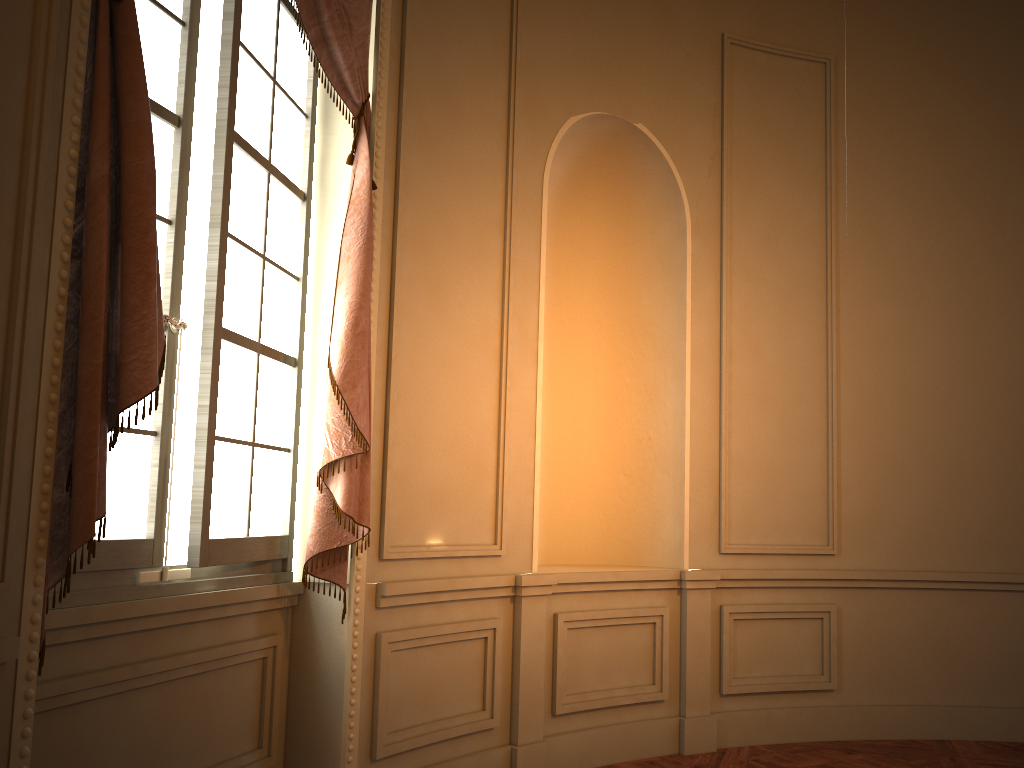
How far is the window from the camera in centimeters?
253cm

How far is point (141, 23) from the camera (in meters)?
2.53

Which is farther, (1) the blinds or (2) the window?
(2) the window

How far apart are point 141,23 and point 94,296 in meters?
1.1

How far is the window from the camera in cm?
253

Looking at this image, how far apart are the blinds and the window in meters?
0.1

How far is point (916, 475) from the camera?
4.9m

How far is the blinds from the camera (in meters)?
1.95

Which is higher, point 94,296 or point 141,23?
point 141,23
